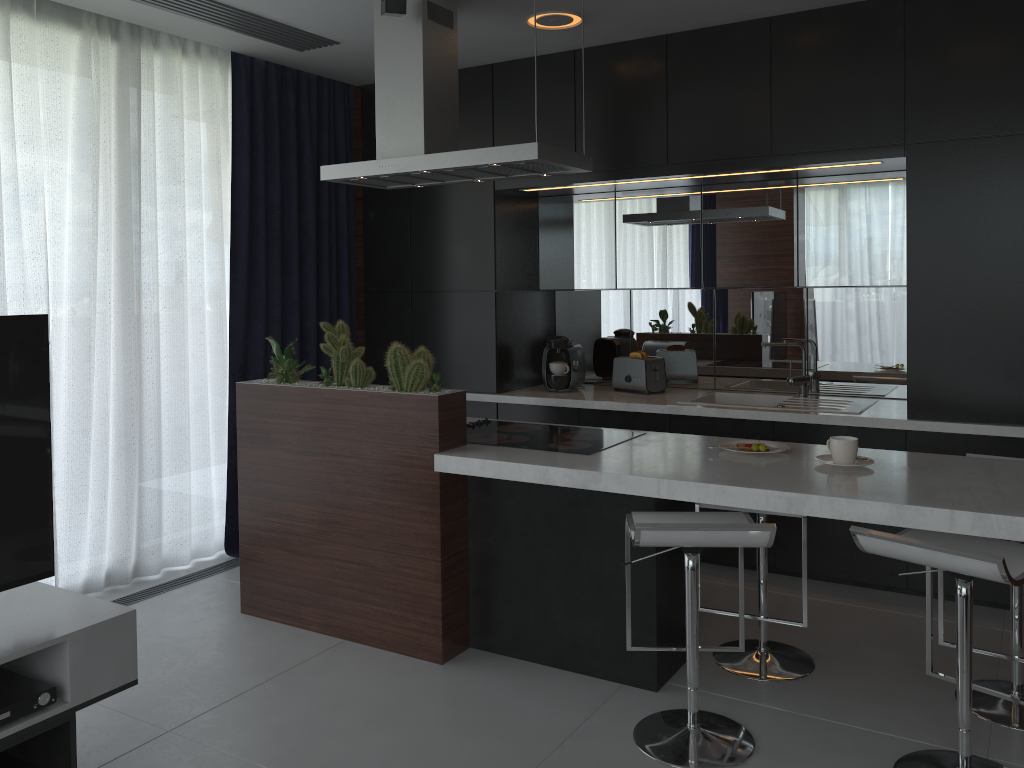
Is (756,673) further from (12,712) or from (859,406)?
(12,712)

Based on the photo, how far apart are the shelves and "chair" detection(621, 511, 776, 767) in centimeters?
138cm

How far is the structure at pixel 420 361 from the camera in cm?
323

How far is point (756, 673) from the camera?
3.1m

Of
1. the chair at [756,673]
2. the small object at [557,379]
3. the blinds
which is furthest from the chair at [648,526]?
the blinds

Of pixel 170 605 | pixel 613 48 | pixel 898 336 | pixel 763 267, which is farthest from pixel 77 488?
pixel 898 336

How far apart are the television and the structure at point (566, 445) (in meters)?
1.48

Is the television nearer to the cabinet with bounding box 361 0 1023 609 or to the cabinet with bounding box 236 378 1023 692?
the cabinet with bounding box 236 378 1023 692

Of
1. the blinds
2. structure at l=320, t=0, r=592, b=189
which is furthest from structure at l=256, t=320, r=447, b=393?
the blinds

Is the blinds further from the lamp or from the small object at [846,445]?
the small object at [846,445]
